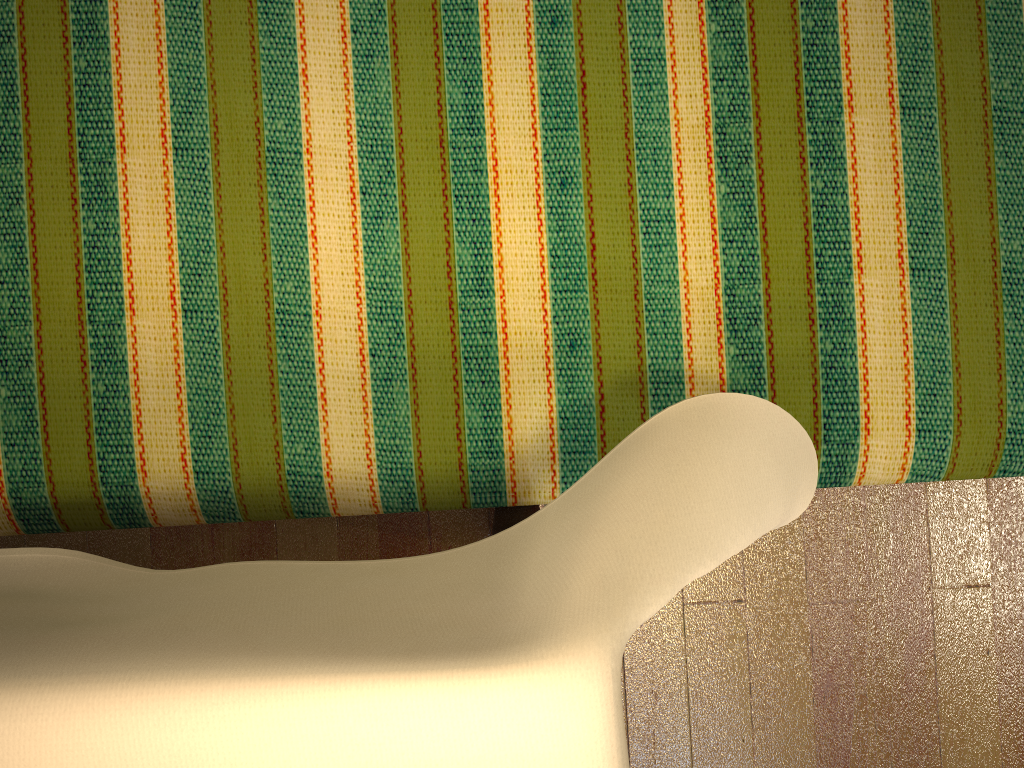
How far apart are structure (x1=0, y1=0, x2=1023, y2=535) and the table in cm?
12

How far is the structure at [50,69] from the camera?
0.92m

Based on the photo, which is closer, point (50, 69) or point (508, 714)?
point (508, 714)

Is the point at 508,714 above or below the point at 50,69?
above

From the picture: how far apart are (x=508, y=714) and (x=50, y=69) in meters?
0.8 m

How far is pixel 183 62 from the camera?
0.92m

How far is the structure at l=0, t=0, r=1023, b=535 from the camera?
0.9 meters

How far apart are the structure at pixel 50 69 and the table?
0.1 meters

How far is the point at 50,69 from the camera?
0.9m

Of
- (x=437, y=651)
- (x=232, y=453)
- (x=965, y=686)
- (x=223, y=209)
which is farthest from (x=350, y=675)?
(x=965, y=686)
